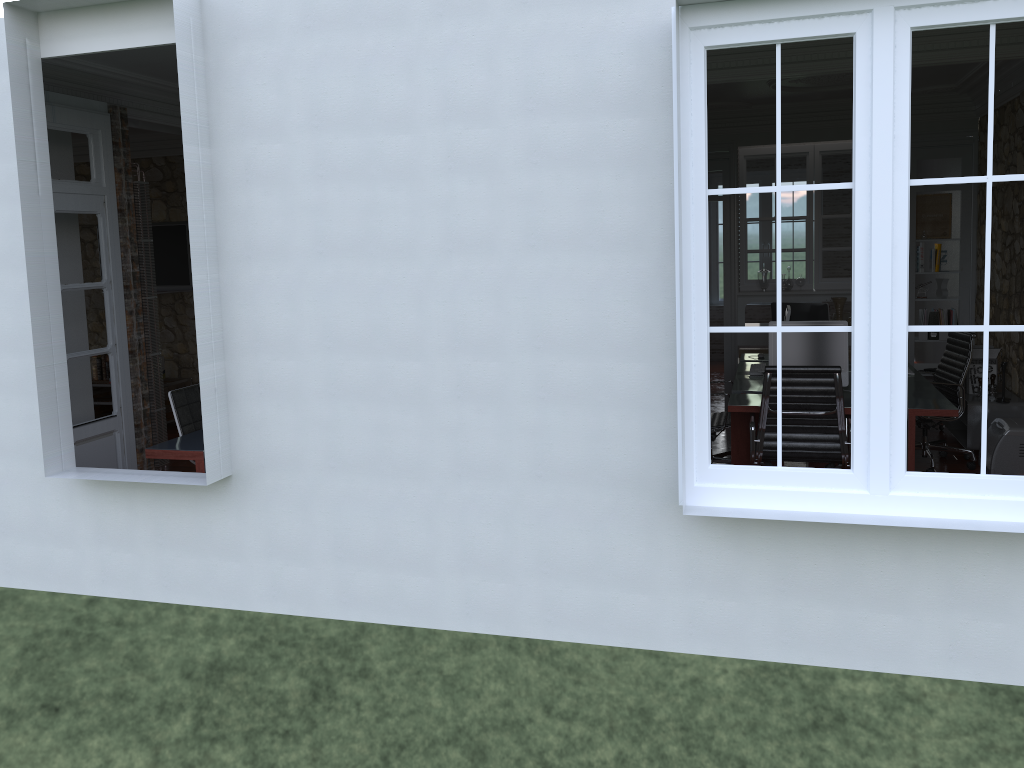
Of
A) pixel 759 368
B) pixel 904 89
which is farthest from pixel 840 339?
pixel 904 89

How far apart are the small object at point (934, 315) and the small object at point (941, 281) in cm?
20

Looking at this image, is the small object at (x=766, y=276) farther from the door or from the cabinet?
the door

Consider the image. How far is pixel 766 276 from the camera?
8.9 meters

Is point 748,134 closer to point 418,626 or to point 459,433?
point 459,433

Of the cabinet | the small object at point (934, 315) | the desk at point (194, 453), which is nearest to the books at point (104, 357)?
the cabinet

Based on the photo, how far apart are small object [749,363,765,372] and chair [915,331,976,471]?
1.2m

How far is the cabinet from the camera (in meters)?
8.88

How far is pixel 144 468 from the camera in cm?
619

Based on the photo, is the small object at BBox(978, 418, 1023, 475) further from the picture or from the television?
the television
